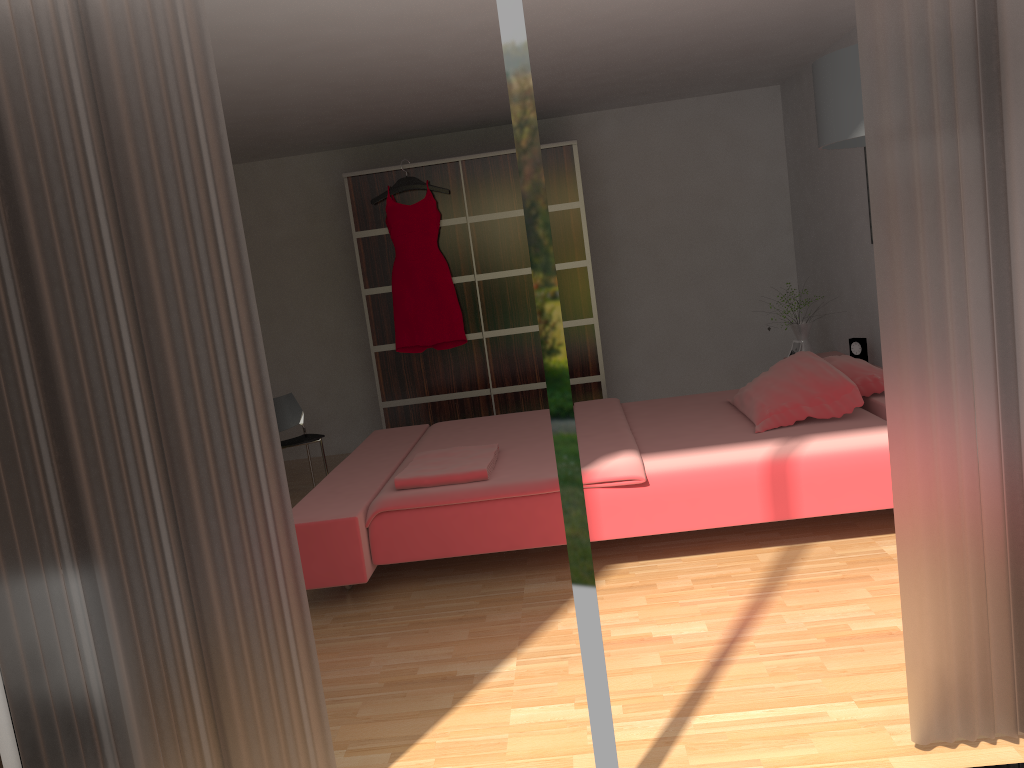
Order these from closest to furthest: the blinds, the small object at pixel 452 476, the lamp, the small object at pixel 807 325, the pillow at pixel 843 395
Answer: the blinds
the lamp
the small object at pixel 452 476
the pillow at pixel 843 395
the small object at pixel 807 325

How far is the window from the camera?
1.8m

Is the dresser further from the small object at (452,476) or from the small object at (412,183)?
the small object at (452,476)

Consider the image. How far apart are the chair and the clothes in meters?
0.8 m

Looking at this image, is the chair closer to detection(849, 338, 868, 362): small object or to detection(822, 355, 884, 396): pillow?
detection(822, 355, 884, 396): pillow

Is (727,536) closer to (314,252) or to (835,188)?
(835,188)

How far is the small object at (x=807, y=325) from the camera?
5.3 meters

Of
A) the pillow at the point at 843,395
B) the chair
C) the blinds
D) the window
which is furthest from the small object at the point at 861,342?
the window

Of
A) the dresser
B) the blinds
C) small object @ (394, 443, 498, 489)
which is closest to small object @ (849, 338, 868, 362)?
the dresser

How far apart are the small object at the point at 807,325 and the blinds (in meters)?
3.44
